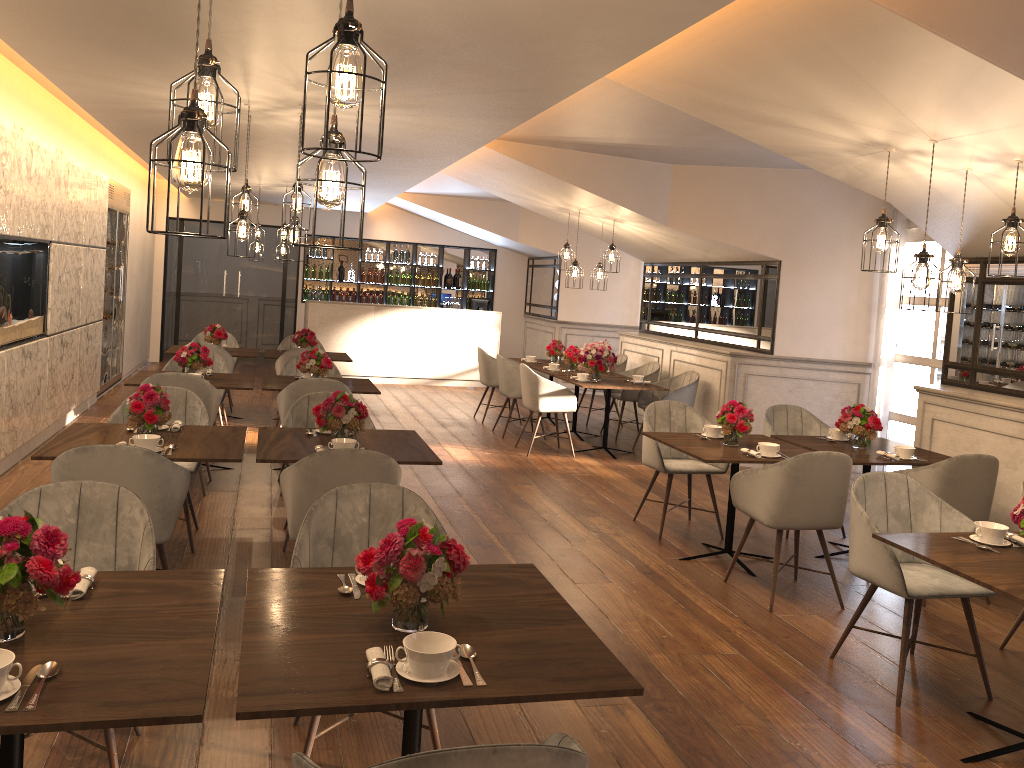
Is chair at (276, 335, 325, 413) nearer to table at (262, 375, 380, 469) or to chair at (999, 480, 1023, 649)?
table at (262, 375, 380, 469)

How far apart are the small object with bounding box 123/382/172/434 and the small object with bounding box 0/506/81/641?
2.3m

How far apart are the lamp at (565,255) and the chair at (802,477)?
5.1m

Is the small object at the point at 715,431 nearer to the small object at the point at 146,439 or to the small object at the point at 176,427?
the small object at the point at 176,427

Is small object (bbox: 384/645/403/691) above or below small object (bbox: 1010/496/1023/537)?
below

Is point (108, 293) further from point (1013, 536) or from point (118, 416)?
point (1013, 536)

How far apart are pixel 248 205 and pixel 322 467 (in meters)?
2.77

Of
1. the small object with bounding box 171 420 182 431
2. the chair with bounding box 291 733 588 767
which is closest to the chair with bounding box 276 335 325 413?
the small object with bounding box 171 420 182 431

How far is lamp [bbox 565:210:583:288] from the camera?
9.39m

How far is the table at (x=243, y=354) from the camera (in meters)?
9.13
